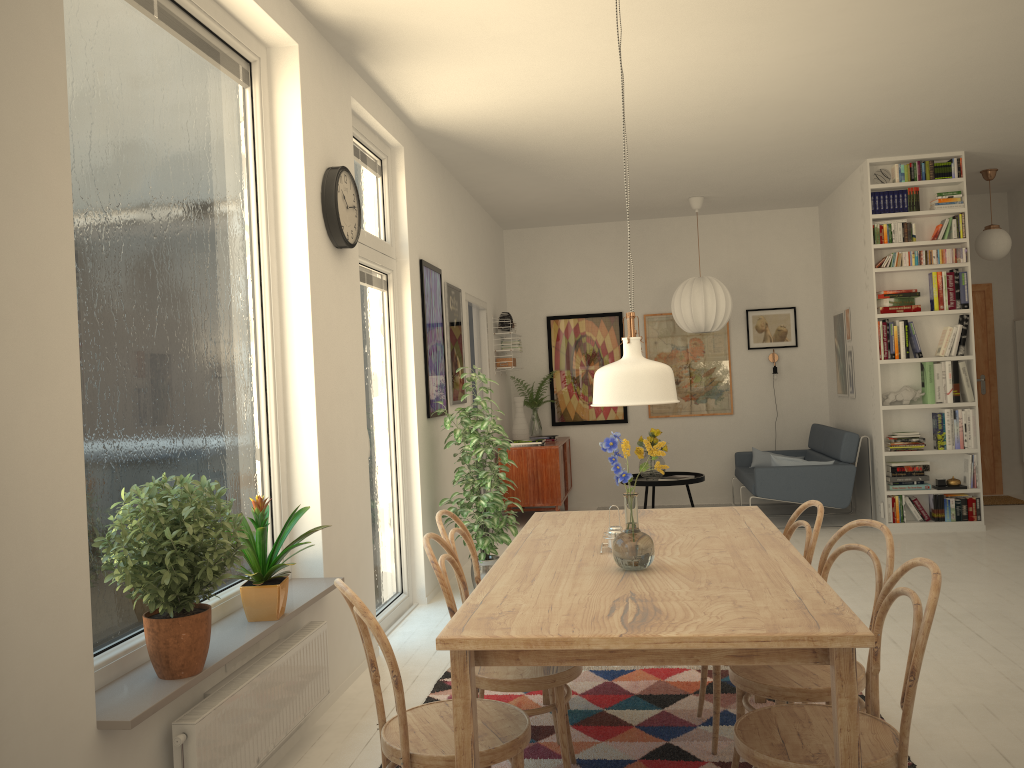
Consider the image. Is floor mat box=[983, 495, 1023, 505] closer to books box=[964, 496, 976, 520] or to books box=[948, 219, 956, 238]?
books box=[964, 496, 976, 520]

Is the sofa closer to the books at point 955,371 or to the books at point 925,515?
the books at point 925,515

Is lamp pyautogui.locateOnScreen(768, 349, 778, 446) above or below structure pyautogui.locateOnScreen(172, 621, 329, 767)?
above

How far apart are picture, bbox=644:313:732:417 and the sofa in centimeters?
49cm

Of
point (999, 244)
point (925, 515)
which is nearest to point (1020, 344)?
point (999, 244)

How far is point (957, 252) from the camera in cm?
676

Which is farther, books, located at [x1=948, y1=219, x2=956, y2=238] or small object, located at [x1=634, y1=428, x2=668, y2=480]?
small object, located at [x1=634, y1=428, x2=668, y2=480]

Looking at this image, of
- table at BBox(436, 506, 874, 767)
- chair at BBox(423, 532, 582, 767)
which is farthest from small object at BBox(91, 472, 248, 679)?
table at BBox(436, 506, 874, 767)

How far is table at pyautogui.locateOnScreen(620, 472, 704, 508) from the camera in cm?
773

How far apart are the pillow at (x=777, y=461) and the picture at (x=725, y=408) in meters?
1.7
